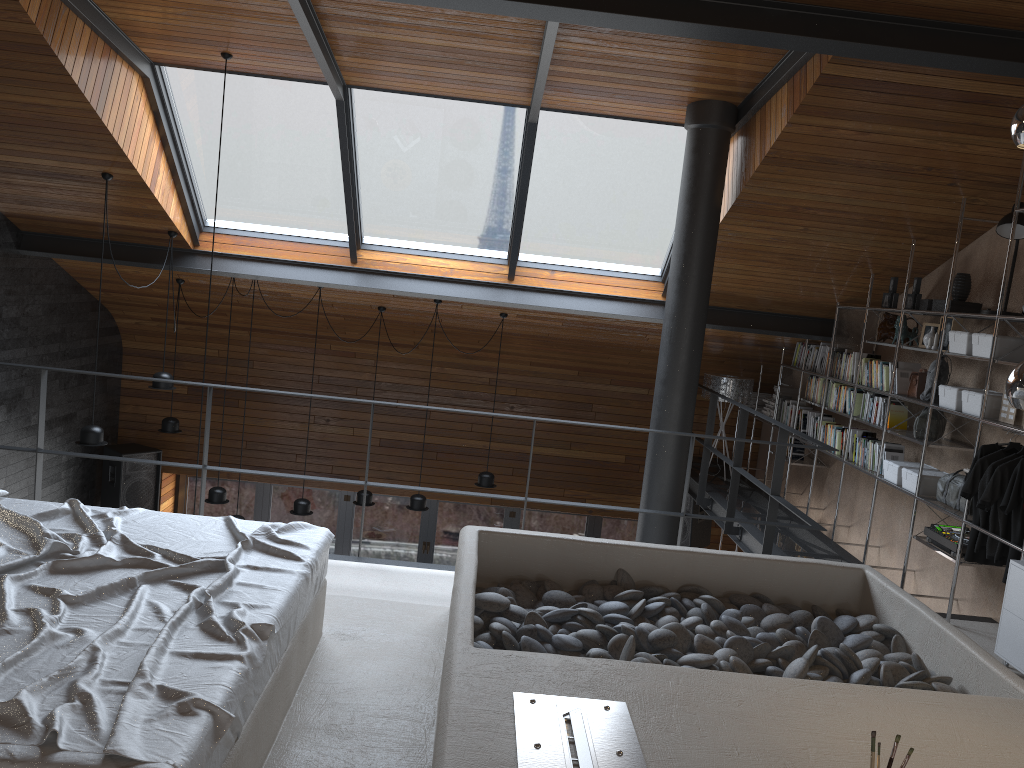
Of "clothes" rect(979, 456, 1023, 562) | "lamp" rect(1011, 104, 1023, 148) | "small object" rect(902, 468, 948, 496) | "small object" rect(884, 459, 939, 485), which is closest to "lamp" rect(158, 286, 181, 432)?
"small object" rect(884, 459, 939, 485)

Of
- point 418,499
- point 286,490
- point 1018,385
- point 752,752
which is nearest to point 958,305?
point 1018,385

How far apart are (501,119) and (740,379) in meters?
3.6

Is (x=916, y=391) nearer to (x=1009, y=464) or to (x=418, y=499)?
(x=1009, y=464)

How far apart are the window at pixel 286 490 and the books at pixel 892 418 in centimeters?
457cm

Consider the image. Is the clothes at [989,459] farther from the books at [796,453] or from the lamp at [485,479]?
the lamp at [485,479]

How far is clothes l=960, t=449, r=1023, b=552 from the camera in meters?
4.8 m

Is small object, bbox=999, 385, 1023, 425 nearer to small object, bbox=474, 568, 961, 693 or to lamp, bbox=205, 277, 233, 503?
small object, bbox=474, 568, 961, 693

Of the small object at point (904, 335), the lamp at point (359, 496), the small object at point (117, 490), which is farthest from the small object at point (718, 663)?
the small object at point (117, 490)

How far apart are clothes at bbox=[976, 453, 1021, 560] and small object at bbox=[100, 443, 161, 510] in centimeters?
766cm
